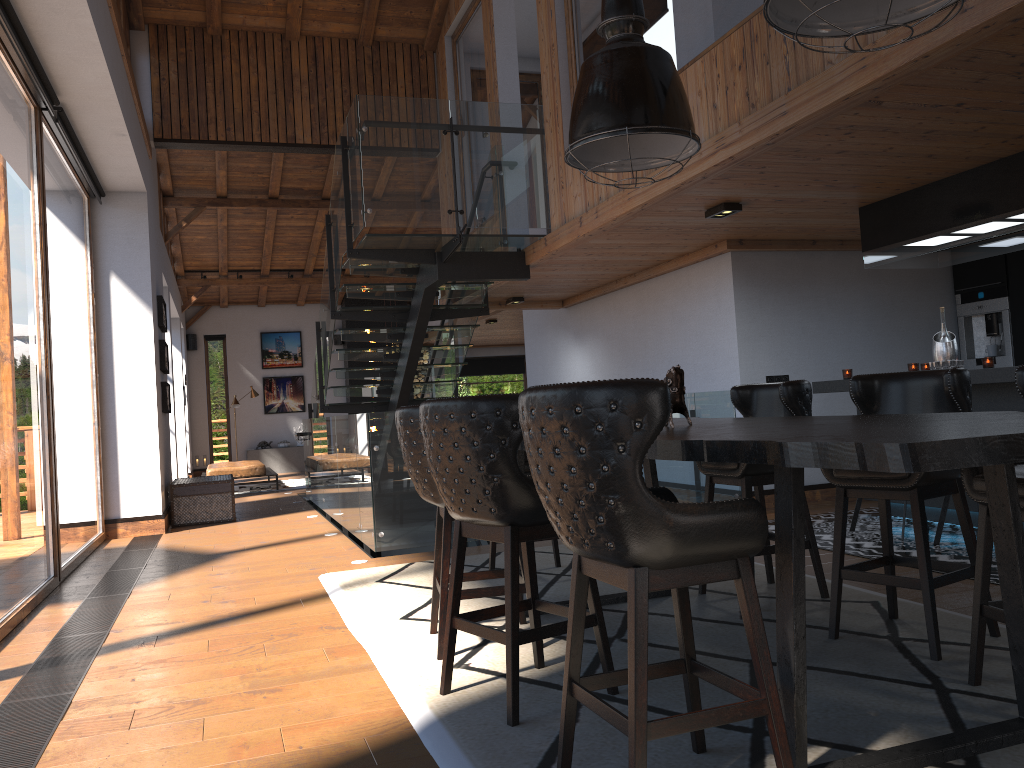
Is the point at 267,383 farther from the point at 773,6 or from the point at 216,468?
the point at 773,6

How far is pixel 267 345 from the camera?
19.7 meters

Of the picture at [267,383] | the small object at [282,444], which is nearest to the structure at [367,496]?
A: the small object at [282,444]

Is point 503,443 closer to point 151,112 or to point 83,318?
point 83,318

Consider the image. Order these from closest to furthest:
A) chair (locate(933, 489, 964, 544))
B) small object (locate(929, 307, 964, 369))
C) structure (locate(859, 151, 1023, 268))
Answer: structure (locate(859, 151, 1023, 268))
chair (locate(933, 489, 964, 544))
small object (locate(929, 307, 964, 369))

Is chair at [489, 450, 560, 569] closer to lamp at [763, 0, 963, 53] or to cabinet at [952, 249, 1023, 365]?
lamp at [763, 0, 963, 53]

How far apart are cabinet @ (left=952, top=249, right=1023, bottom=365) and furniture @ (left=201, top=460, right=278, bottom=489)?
10.2 meters

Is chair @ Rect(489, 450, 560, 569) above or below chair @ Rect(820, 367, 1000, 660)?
below

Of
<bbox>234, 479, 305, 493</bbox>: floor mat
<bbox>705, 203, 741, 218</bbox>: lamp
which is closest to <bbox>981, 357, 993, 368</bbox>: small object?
<bbox>705, 203, 741, 218</bbox>: lamp

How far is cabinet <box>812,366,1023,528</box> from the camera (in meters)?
5.39
